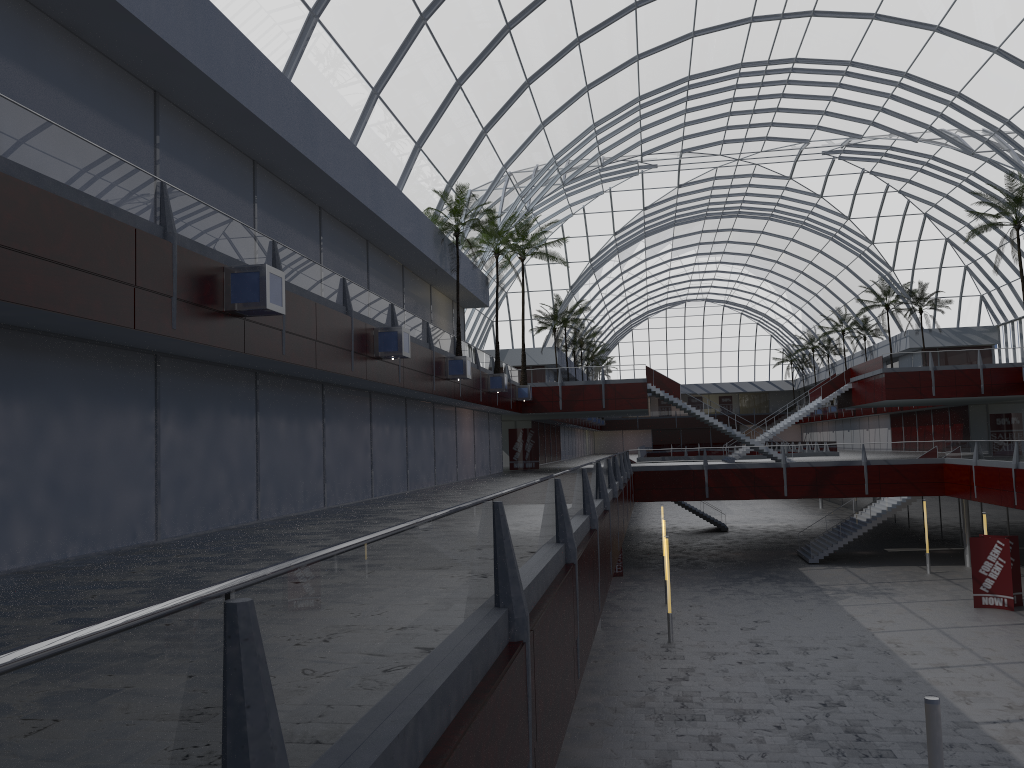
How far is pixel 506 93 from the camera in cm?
4225

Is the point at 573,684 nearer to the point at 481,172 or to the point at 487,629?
the point at 487,629
